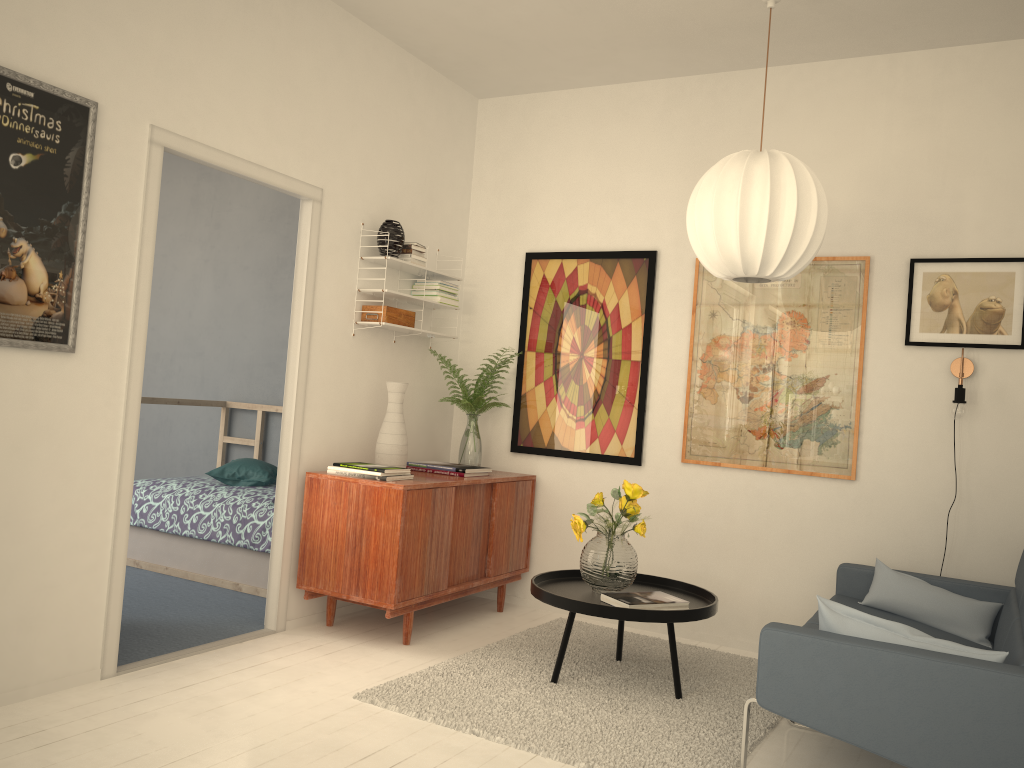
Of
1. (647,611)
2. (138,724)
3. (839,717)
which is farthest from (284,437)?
(839,717)

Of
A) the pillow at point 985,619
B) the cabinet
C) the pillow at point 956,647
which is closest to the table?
the cabinet

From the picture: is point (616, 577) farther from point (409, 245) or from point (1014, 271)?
point (1014, 271)

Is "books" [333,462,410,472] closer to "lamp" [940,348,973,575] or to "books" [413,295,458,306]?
"books" [413,295,458,306]

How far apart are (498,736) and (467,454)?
2.1m

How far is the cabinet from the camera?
3.8m

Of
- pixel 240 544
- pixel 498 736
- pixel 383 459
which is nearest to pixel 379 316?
pixel 383 459

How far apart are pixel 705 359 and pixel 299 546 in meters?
2.2

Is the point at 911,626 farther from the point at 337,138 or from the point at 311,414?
the point at 337,138

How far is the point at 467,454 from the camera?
4.84m
